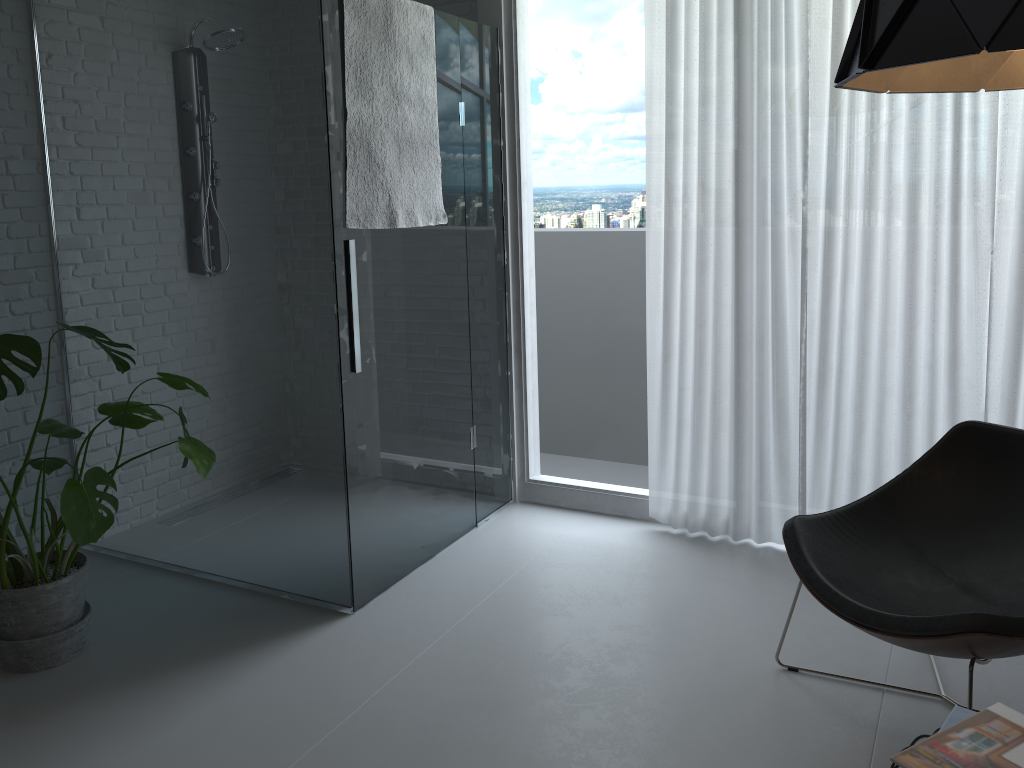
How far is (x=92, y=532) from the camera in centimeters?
259cm

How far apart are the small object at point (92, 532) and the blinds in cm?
172

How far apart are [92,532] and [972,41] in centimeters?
249cm

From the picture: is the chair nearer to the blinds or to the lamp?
the blinds

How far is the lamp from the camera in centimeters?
107cm

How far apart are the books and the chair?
0.32m

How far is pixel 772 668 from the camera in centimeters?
267cm

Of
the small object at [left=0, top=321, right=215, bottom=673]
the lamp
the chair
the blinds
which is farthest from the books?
the small object at [left=0, top=321, right=215, bottom=673]

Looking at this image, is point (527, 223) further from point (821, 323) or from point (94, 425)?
point (94, 425)

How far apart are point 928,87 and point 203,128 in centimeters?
232cm
